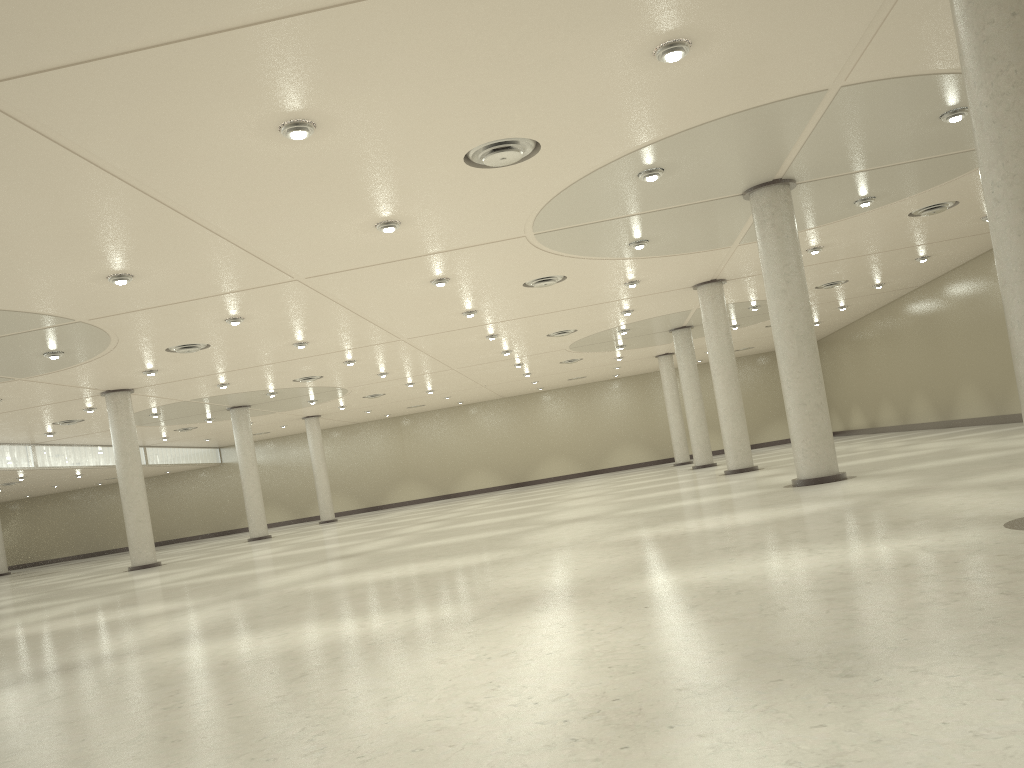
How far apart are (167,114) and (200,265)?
14.07m

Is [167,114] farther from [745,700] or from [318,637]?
[745,700]
